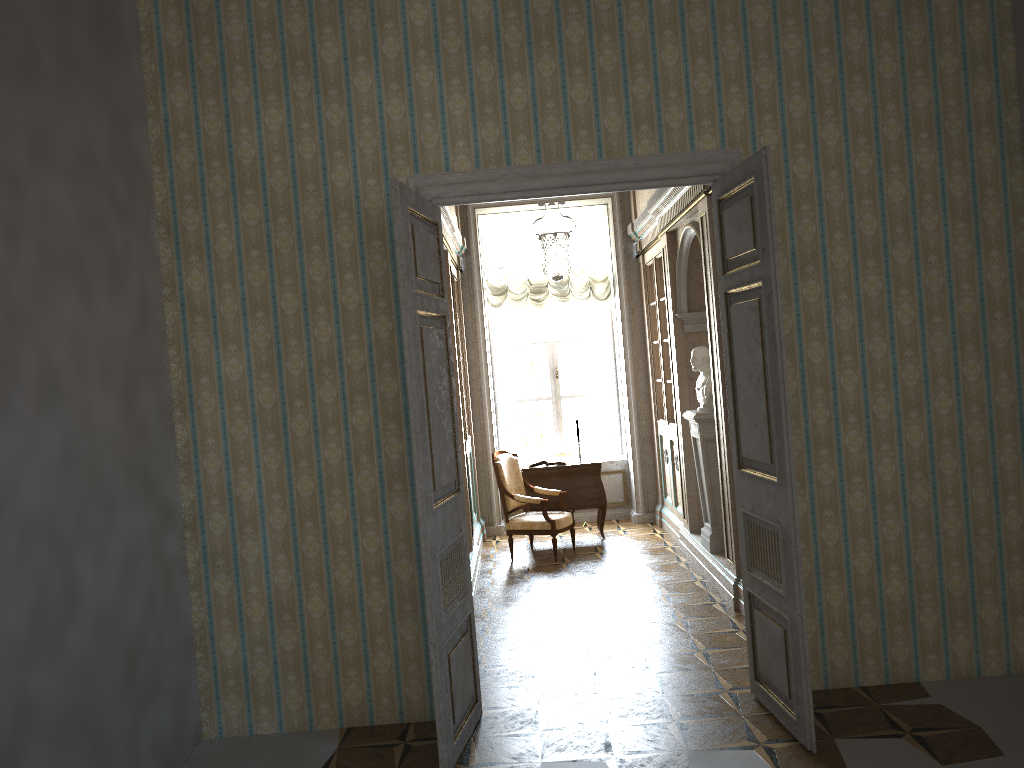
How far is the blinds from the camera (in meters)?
9.86

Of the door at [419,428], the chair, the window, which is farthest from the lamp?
the chair

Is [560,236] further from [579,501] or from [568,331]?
[568,331]

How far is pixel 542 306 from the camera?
9.9 meters

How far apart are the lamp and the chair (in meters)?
1.78

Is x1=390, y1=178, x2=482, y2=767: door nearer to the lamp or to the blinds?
the lamp

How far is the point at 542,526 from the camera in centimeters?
810cm

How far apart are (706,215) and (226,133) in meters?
3.3 m

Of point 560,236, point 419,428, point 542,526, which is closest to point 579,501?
point 542,526

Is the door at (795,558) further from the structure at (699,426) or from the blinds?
the blinds
